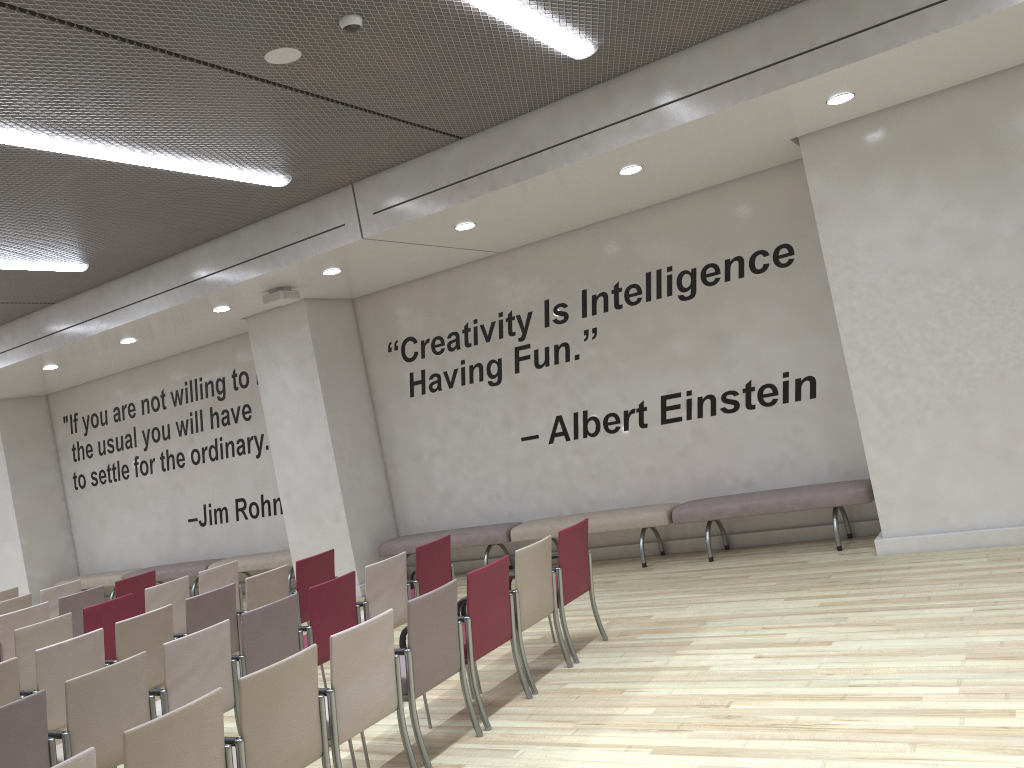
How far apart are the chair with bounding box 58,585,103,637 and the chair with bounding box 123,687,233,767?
5.4 meters

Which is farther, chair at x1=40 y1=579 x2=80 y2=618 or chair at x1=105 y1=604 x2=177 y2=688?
chair at x1=40 y1=579 x2=80 y2=618

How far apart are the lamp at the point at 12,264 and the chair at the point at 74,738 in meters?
5.1

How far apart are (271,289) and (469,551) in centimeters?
376cm

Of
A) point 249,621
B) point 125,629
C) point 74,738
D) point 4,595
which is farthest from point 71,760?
point 4,595

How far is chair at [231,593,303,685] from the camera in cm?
521

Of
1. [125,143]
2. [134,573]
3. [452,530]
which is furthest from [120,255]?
[134,573]

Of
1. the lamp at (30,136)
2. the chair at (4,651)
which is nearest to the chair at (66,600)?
the chair at (4,651)

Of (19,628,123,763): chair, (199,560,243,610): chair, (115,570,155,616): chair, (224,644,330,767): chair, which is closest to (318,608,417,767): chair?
(224,644,330,767): chair

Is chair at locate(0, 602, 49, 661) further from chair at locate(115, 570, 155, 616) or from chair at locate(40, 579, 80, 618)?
chair at locate(40, 579, 80, 618)
